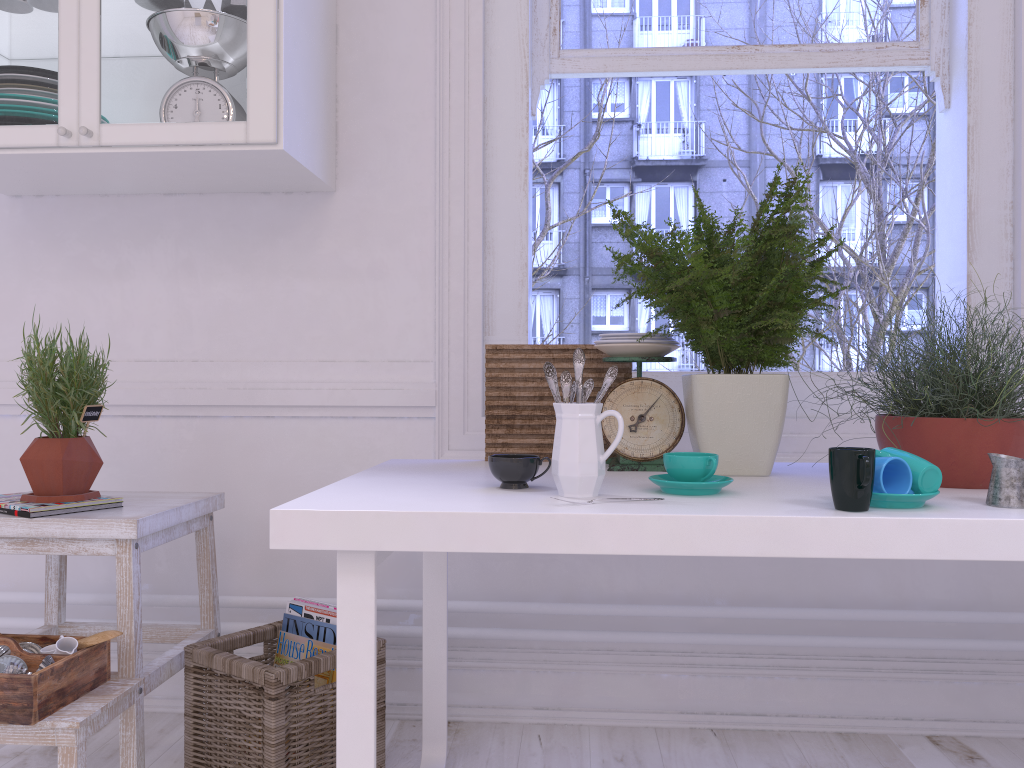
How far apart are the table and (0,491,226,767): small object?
0.4 meters

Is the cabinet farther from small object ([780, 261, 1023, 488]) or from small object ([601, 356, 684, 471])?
small object ([780, 261, 1023, 488])

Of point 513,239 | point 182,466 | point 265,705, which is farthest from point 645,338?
point 182,466

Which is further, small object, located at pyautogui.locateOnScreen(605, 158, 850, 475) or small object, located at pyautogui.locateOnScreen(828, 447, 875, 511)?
small object, located at pyautogui.locateOnScreen(605, 158, 850, 475)

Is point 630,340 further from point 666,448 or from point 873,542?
point 873,542

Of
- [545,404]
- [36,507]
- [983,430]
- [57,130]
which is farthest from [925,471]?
[57,130]

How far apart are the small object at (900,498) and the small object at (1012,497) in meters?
0.1

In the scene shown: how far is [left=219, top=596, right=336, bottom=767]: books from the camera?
1.8m

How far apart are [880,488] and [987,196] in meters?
1.3 m

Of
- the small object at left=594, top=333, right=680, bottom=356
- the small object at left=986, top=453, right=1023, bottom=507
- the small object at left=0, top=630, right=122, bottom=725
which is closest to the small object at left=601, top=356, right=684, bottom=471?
the small object at left=594, top=333, right=680, bottom=356
